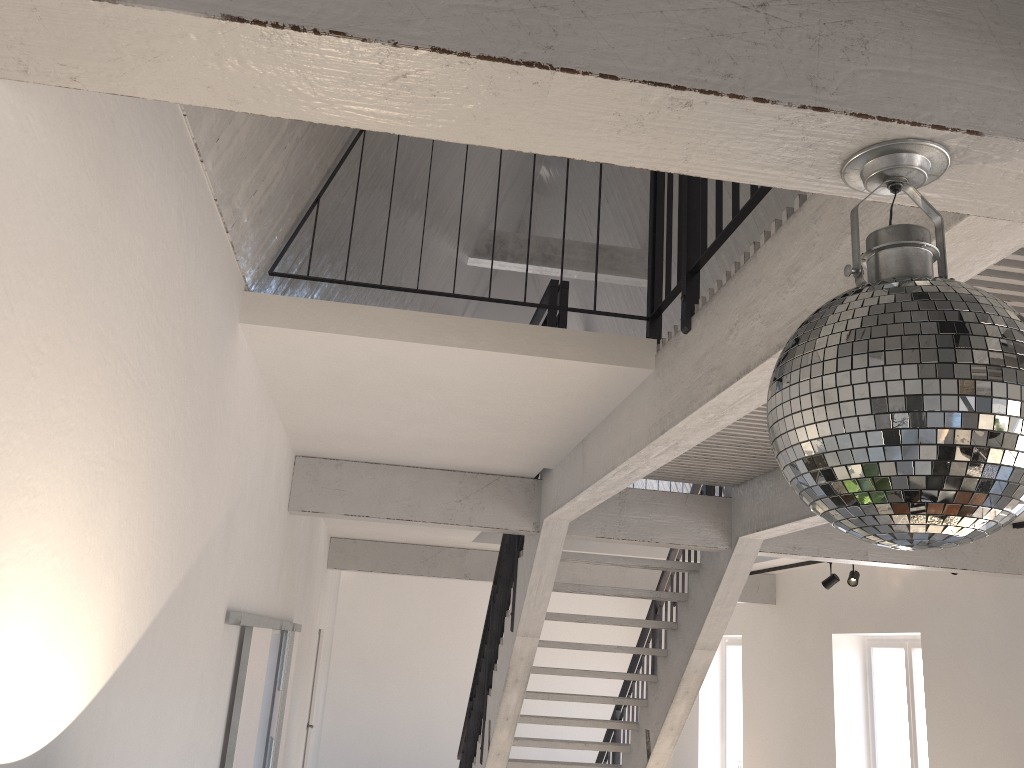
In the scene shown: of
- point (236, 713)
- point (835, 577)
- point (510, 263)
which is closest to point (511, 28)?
point (236, 713)

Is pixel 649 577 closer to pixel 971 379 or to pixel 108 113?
pixel 108 113

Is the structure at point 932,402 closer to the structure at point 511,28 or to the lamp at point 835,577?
the structure at point 511,28

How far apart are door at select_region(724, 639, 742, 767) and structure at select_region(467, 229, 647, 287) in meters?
5.0 m

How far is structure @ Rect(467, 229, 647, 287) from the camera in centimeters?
910cm

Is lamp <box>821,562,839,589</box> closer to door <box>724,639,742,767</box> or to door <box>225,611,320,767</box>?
door <box>724,639,742,767</box>

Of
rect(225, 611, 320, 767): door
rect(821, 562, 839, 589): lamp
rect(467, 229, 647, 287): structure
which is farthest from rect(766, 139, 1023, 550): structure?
rect(467, 229, 647, 287): structure

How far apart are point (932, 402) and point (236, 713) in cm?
339

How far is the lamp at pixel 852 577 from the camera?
7.4m

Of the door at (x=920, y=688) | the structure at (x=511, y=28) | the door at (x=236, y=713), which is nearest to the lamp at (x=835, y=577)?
the door at (x=920, y=688)
